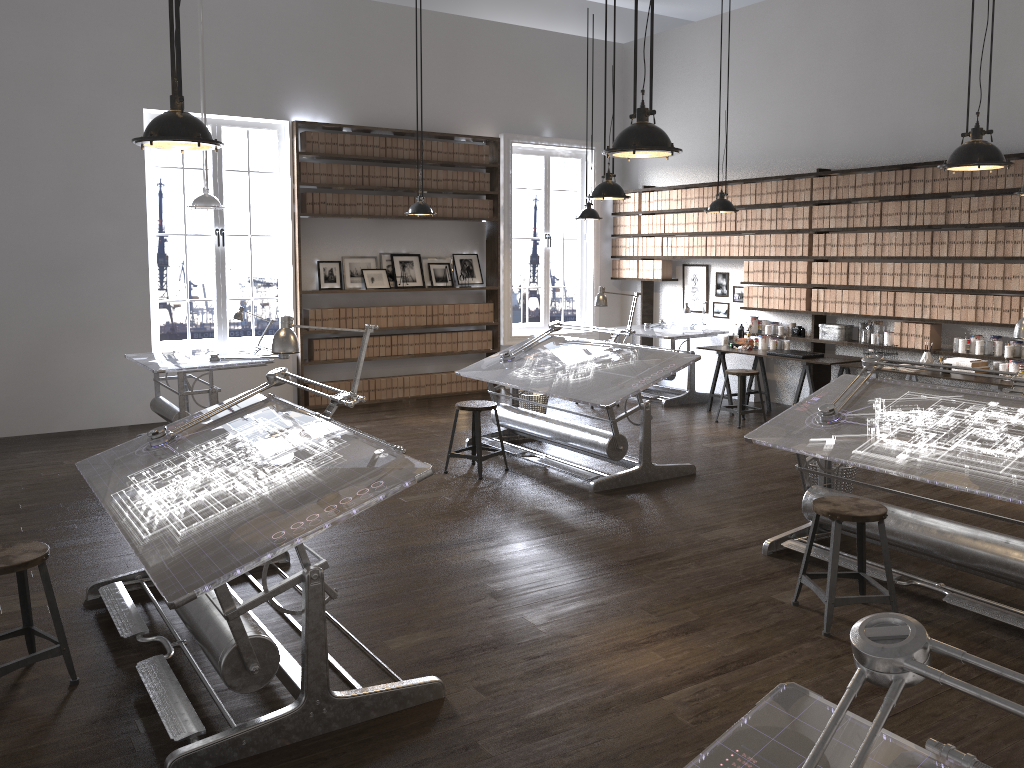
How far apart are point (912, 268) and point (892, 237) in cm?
35

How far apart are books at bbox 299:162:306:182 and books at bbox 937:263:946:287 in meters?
6.1

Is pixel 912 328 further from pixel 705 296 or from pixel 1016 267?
pixel 705 296

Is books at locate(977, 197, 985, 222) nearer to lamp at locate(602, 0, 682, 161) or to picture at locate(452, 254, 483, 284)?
lamp at locate(602, 0, 682, 161)

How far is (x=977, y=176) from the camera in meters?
7.3

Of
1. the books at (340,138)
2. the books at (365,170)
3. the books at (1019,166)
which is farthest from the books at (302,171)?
the books at (1019,166)

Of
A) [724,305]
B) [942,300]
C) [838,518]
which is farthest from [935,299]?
[838,518]

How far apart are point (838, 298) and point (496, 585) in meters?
5.5

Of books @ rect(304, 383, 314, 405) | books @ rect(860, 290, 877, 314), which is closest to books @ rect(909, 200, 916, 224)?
books @ rect(860, 290, 877, 314)

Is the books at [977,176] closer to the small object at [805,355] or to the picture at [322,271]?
the small object at [805,355]
